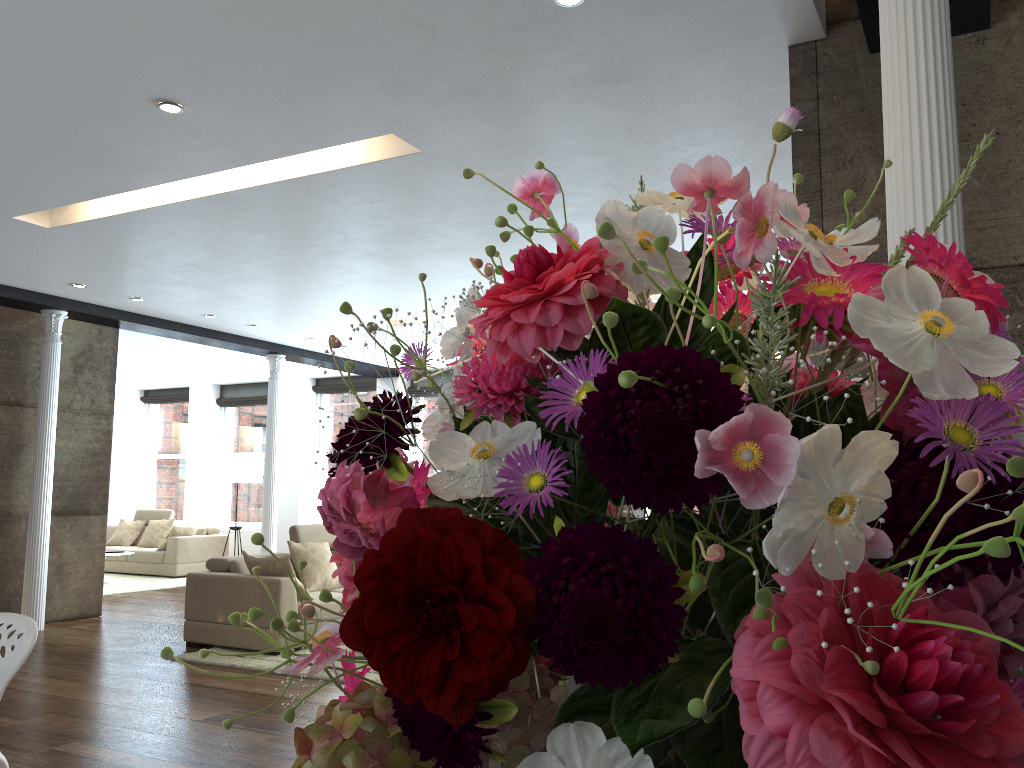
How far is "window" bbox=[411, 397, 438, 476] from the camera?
12.9m

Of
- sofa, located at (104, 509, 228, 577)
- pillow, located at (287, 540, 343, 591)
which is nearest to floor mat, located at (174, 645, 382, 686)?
pillow, located at (287, 540, 343, 591)

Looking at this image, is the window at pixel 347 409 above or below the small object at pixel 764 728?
above

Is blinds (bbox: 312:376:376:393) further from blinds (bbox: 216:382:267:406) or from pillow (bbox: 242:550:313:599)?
pillow (bbox: 242:550:313:599)

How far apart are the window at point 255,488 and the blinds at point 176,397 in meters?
0.8 m

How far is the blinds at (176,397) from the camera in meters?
15.2

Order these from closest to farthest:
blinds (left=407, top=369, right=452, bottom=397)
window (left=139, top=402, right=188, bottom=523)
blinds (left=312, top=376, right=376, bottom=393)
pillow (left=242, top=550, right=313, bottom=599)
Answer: pillow (left=242, top=550, right=313, bottom=599), blinds (left=407, top=369, right=452, bottom=397), blinds (left=312, top=376, right=376, bottom=393), window (left=139, top=402, right=188, bottom=523)

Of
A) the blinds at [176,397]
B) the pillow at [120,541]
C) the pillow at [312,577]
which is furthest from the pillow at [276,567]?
the blinds at [176,397]

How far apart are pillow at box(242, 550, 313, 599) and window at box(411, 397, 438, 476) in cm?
589

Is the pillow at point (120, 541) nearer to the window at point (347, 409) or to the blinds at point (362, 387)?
the window at point (347, 409)
